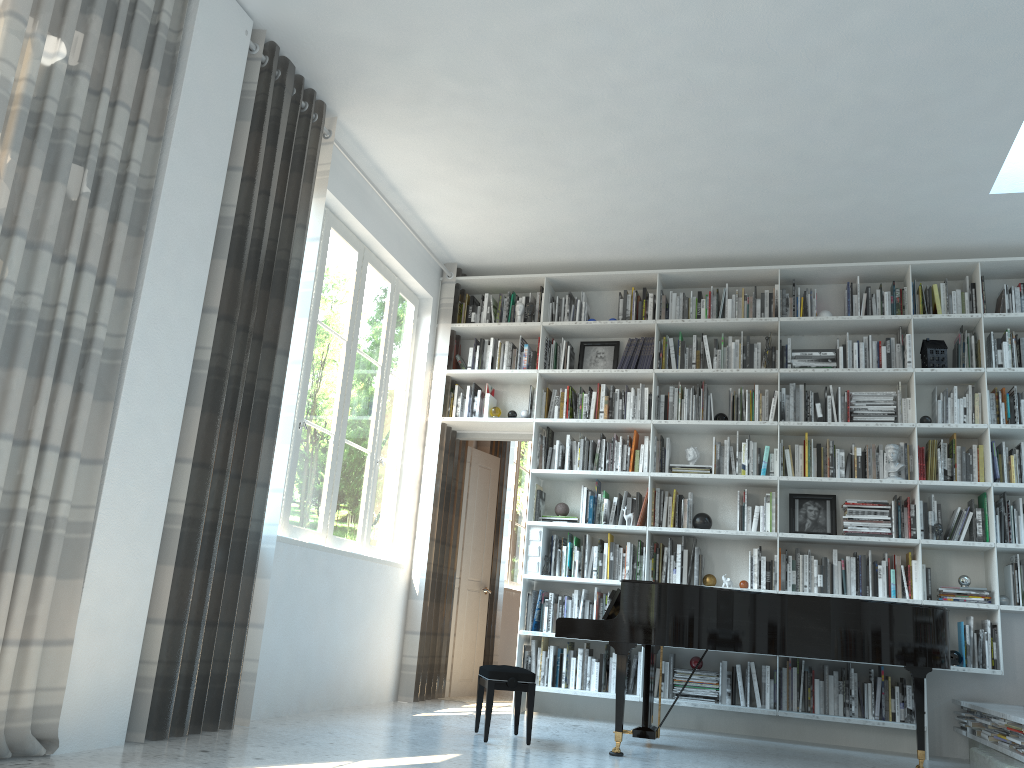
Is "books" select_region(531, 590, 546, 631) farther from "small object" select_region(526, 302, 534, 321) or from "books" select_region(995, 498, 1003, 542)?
"books" select_region(995, 498, 1003, 542)

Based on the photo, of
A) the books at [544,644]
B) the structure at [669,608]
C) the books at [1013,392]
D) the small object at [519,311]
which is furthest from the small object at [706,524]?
the books at [1013,392]

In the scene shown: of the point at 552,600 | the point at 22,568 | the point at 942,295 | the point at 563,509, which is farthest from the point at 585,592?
the point at 22,568

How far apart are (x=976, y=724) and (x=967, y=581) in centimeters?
89cm

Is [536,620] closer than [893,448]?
No

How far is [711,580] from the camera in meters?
5.9

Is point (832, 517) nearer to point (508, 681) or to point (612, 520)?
point (612, 520)

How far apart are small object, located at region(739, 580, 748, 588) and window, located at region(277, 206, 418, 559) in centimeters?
241cm

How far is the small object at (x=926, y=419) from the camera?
5.7 meters

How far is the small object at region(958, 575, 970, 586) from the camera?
5.39m
